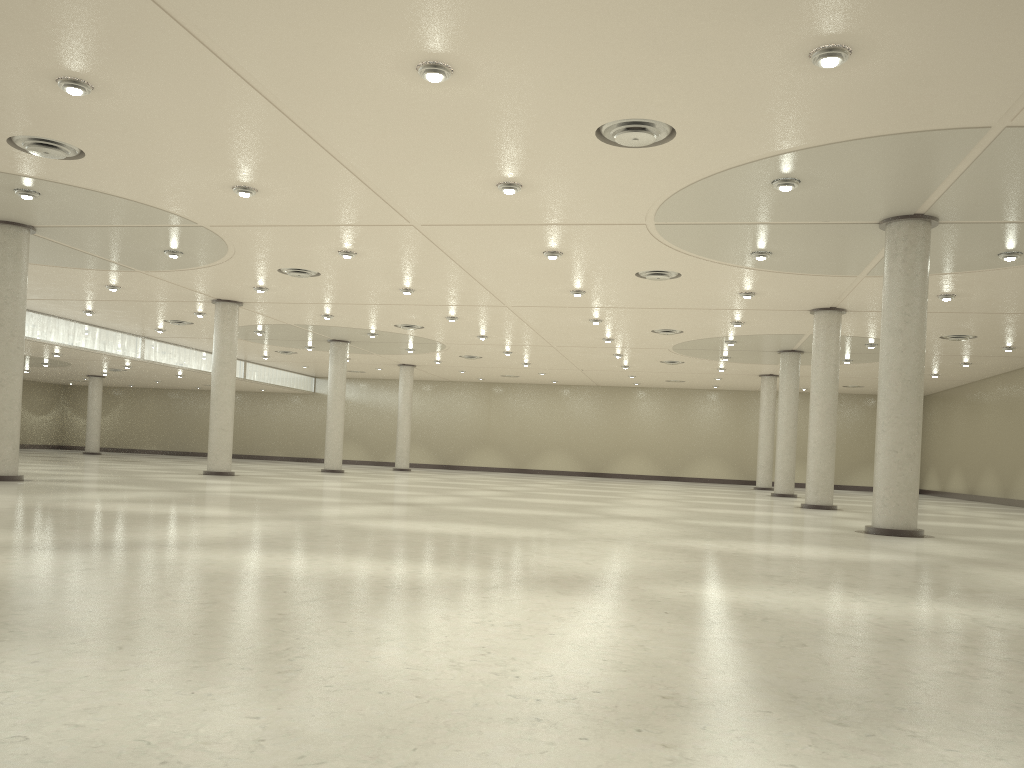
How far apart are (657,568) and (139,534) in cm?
1286
